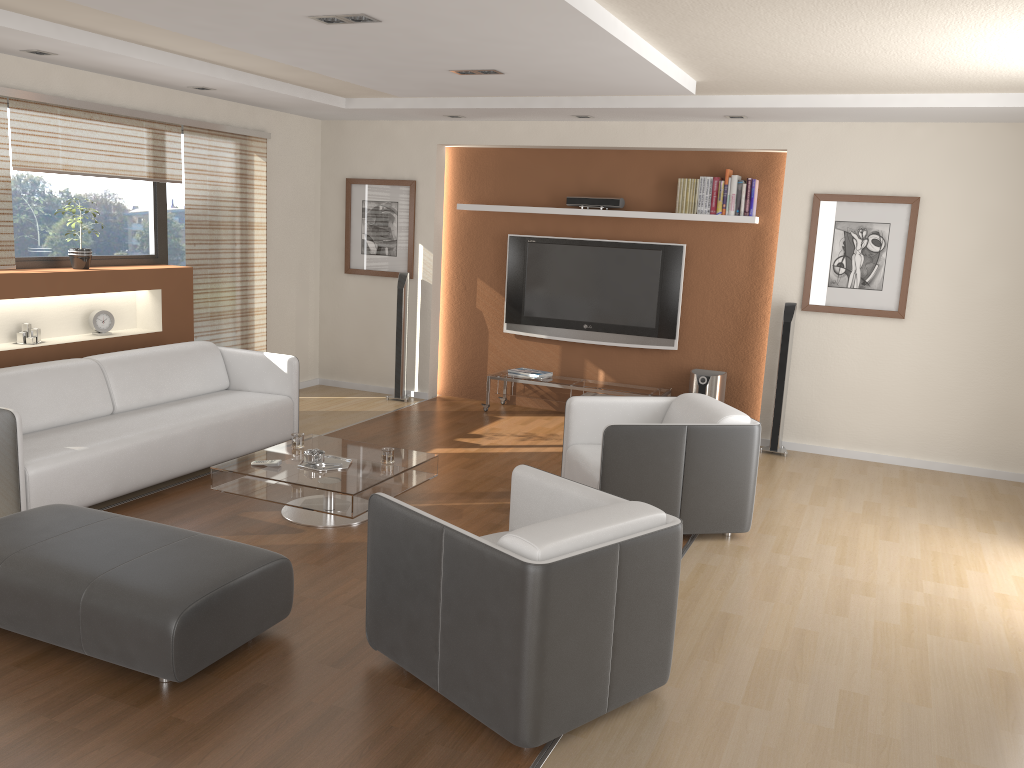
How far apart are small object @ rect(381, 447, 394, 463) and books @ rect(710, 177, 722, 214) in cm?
355

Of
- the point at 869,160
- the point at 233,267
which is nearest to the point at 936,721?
the point at 869,160

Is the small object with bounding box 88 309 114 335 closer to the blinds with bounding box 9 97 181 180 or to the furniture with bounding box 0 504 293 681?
the blinds with bounding box 9 97 181 180

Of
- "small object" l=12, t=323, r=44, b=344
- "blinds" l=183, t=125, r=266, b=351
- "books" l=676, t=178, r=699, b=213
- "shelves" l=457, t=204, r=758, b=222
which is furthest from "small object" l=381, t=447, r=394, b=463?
"books" l=676, t=178, r=699, b=213

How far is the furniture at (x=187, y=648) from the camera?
3.04m

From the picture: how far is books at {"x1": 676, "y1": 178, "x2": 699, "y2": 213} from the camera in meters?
7.1 m

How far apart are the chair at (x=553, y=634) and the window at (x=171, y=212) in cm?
456

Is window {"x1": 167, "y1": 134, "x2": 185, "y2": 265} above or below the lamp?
below

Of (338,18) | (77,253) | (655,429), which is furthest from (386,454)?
(77,253)

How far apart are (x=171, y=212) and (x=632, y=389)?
3.99m
